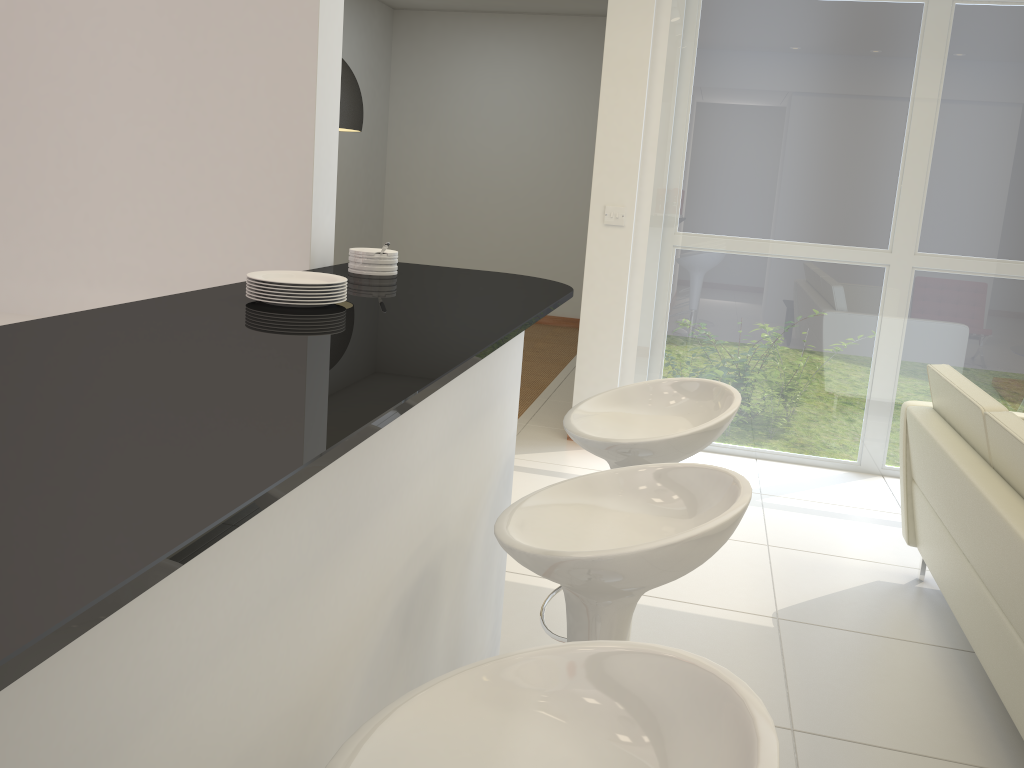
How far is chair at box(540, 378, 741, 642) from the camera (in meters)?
2.10

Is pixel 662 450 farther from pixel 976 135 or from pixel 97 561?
pixel 976 135

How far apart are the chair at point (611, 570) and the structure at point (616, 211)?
3.39m

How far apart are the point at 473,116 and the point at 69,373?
8.54m

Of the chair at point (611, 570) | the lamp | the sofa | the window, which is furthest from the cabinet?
the window

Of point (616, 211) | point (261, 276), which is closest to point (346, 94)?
point (616, 211)

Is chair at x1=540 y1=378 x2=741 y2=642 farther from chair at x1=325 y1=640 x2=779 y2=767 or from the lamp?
the lamp

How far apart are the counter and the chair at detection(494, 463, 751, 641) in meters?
0.3 m

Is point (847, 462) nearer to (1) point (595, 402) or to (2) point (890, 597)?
(2) point (890, 597)

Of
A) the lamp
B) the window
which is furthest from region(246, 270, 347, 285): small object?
the window
